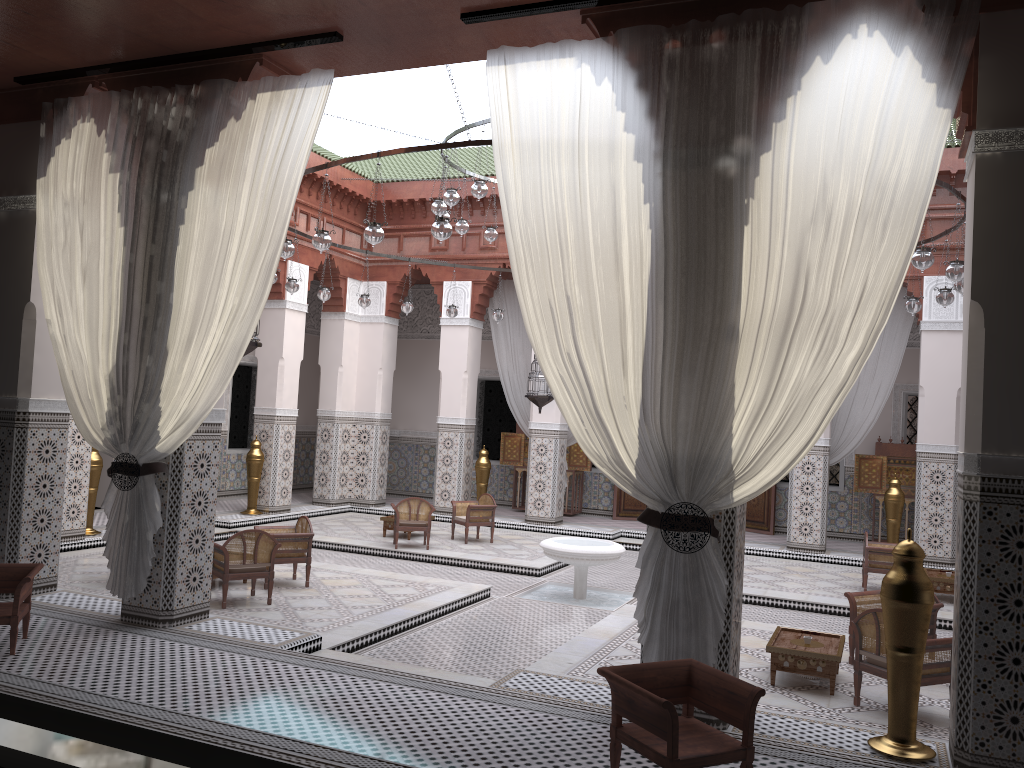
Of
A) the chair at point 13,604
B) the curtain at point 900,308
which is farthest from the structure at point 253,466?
the curtain at point 900,308

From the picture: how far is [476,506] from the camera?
5.7m

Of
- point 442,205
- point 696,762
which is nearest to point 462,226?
point 442,205

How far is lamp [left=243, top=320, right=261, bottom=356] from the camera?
3.35m

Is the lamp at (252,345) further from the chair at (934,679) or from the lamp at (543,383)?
the lamp at (543,383)

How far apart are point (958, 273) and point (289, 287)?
3.3m

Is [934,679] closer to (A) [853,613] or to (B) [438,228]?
(A) [853,613]

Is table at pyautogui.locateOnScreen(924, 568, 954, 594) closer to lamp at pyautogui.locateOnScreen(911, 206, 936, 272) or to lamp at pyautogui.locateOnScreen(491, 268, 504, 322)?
lamp at pyautogui.locateOnScreen(911, 206, 936, 272)

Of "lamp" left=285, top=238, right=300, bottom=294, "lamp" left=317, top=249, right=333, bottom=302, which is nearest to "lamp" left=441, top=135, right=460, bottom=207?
"lamp" left=285, top=238, right=300, bottom=294

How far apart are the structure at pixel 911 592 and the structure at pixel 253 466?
4.7m
